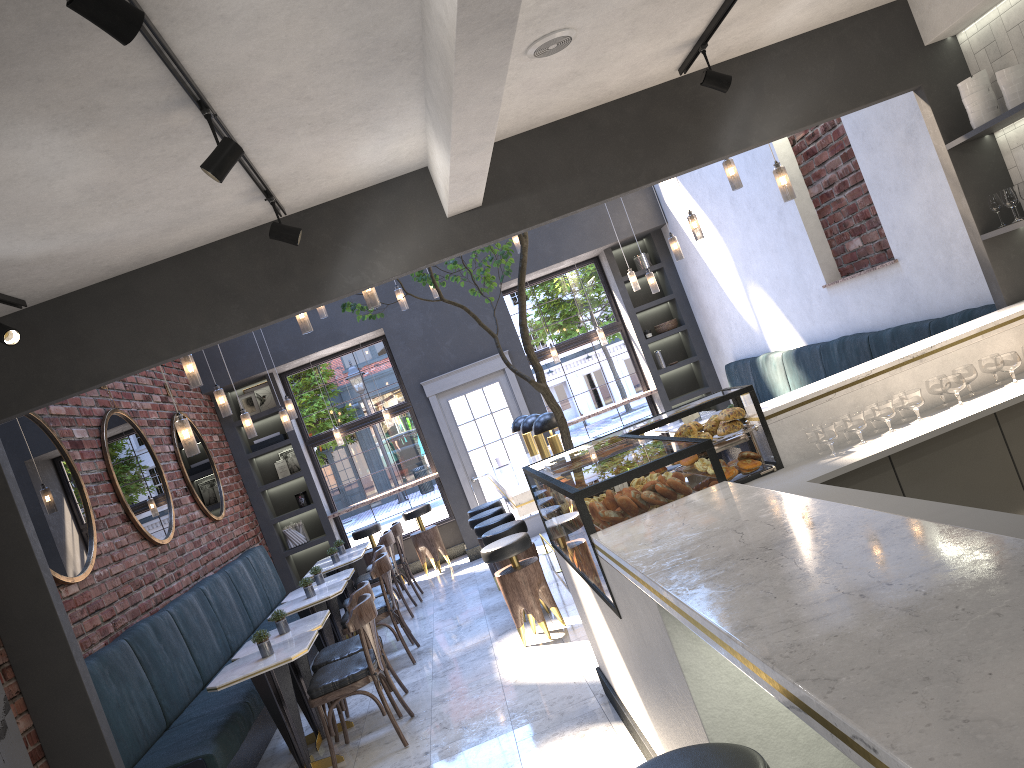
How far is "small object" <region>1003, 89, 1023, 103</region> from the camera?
4.6 meters

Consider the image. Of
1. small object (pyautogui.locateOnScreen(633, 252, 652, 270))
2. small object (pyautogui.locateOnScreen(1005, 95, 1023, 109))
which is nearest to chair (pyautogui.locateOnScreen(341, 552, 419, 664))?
small object (pyautogui.locateOnScreen(1005, 95, 1023, 109))

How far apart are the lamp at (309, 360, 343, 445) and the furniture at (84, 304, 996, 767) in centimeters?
180cm

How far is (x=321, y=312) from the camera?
8.5 meters

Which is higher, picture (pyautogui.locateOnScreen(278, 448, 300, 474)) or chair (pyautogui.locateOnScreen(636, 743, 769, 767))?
picture (pyautogui.locateOnScreen(278, 448, 300, 474))

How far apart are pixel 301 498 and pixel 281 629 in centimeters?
521cm

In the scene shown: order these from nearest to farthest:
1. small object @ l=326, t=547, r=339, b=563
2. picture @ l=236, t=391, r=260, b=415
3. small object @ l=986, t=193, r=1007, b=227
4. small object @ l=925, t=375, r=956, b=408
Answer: small object @ l=925, t=375, r=956, b=408, small object @ l=986, t=193, r=1007, b=227, small object @ l=326, t=547, r=339, b=563, picture @ l=236, t=391, r=260, b=415

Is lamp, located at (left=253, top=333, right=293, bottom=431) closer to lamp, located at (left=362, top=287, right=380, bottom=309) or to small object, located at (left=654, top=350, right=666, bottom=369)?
lamp, located at (left=362, top=287, right=380, bottom=309)

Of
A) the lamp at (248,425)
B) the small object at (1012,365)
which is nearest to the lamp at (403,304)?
the lamp at (248,425)

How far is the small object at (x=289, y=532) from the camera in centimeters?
1085cm
